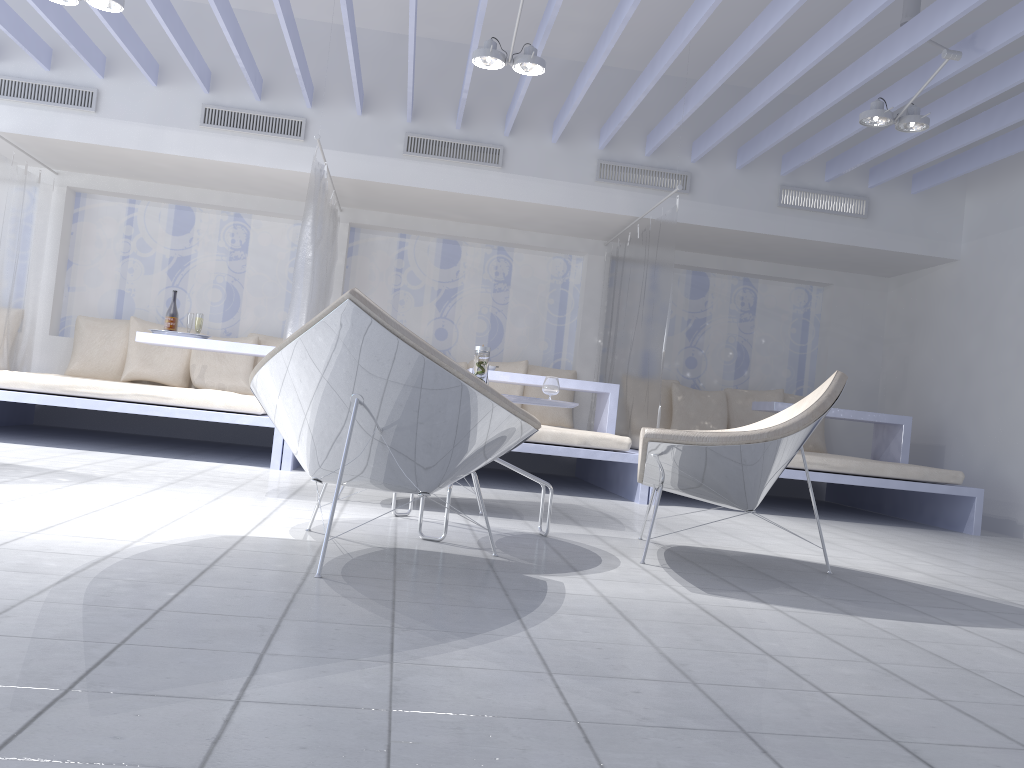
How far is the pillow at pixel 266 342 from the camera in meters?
7.1

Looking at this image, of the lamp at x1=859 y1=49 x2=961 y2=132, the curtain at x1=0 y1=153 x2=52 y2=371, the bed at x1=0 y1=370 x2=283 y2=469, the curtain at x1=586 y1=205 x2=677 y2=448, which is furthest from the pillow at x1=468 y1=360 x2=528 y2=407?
the curtain at x1=0 y1=153 x2=52 y2=371

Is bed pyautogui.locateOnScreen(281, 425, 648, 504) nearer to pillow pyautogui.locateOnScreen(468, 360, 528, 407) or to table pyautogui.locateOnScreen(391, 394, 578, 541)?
pillow pyautogui.locateOnScreen(468, 360, 528, 407)

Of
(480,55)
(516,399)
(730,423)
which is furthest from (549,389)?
(730,423)

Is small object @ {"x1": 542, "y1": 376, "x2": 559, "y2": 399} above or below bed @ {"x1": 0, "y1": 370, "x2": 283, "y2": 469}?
above

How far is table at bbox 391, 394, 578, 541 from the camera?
3.09m

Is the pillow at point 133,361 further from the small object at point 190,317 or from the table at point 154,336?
the table at point 154,336

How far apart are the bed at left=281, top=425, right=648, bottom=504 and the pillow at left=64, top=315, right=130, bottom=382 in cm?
229

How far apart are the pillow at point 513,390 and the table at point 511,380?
0.86m

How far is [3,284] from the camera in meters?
6.2 m
